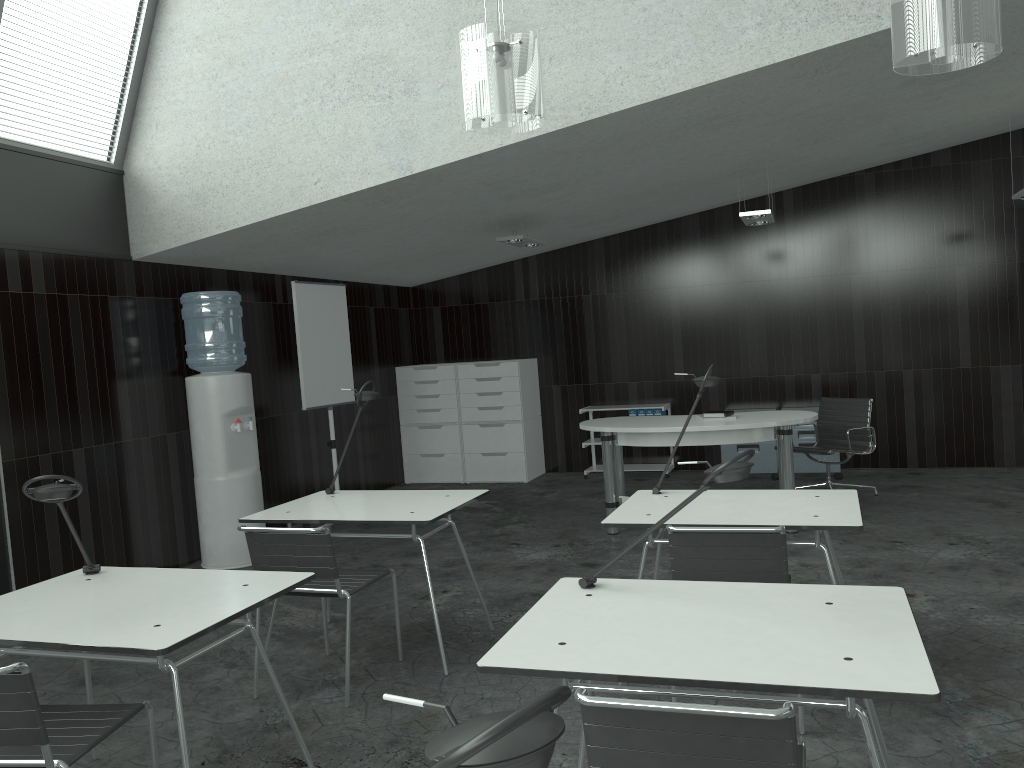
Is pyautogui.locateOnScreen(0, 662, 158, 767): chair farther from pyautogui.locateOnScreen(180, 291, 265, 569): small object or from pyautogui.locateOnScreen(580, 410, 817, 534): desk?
pyautogui.locateOnScreen(580, 410, 817, 534): desk

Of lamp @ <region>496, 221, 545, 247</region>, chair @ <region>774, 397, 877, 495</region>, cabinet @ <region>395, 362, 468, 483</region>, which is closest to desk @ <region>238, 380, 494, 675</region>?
lamp @ <region>496, 221, 545, 247</region>

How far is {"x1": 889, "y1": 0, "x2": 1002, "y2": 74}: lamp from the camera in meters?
3.0 m

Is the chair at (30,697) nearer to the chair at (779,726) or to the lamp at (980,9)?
the chair at (779,726)

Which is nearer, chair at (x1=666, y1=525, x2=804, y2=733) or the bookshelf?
chair at (x1=666, y1=525, x2=804, y2=733)

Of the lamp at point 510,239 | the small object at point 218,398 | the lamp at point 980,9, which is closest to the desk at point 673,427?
the lamp at point 510,239

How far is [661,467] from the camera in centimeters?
834cm

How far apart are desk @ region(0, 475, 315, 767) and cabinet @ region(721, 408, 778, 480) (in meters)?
5.65

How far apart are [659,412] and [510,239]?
2.5m

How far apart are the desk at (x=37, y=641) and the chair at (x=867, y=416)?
4.7 meters
